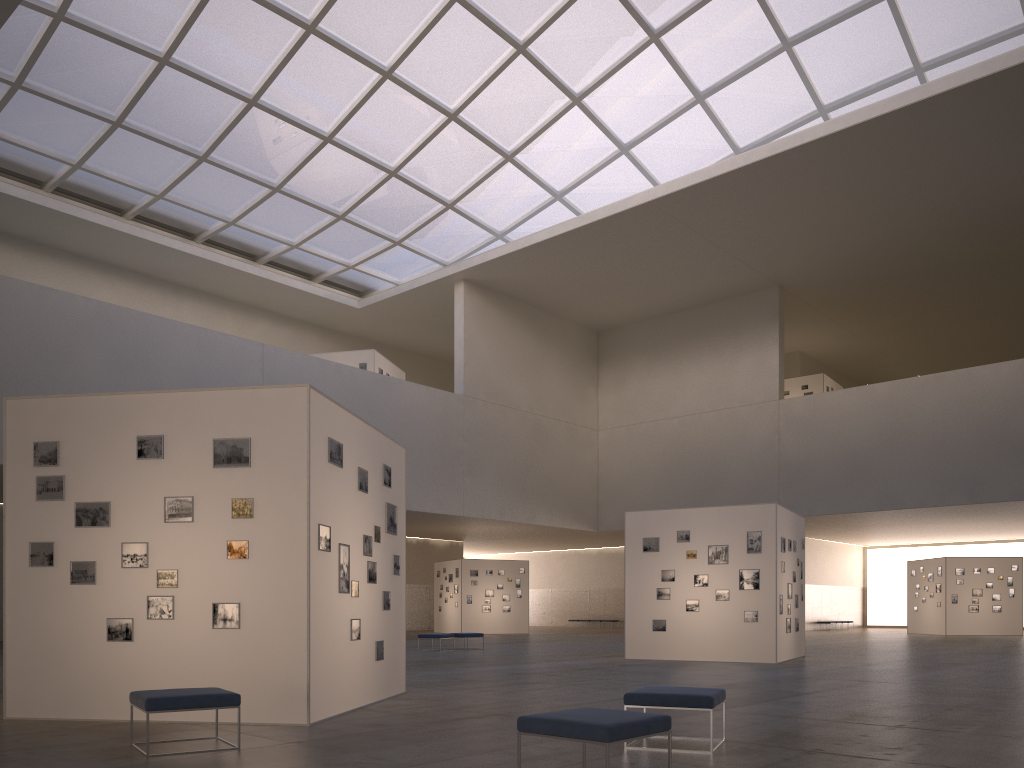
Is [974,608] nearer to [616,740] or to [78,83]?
[616,740]

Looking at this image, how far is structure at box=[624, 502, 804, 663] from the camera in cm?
2406

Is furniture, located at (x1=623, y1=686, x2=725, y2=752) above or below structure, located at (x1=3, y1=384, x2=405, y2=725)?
below

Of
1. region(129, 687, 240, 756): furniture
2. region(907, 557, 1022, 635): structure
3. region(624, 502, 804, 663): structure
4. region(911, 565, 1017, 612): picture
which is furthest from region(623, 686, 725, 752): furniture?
region(911, 565, 1017, 612): picture

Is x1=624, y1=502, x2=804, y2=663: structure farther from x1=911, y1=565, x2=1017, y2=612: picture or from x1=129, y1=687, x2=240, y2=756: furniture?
x1=911, y1=565, x2=1017, y2=612: picture

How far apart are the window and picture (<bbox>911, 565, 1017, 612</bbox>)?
26.15m

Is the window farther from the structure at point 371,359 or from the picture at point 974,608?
the picture at point 974,608

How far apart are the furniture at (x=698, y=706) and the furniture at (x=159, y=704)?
4.18m

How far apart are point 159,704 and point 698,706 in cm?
557

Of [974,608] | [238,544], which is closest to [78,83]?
[238,544]
